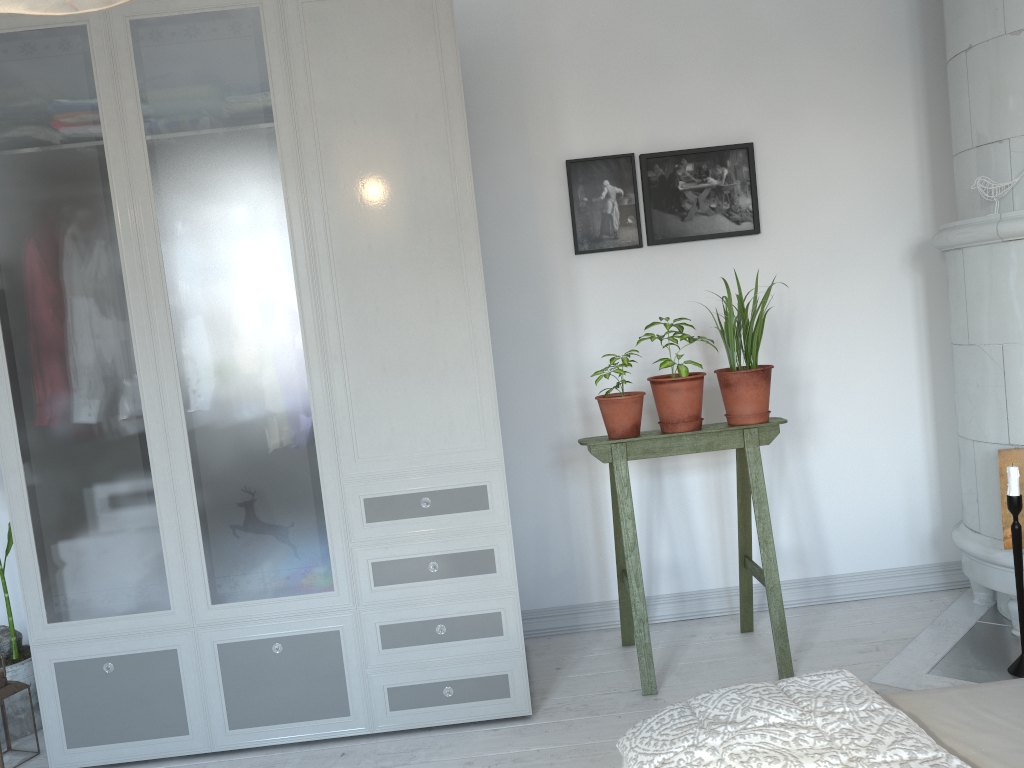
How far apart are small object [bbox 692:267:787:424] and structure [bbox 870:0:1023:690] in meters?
0.7

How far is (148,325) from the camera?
2.52m

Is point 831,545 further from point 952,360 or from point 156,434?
point 156,434

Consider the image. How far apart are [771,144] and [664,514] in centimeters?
143cm

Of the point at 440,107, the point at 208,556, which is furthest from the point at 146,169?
the point at 208,556

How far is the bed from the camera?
1.16m

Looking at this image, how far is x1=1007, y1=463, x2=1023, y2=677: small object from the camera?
2.5m

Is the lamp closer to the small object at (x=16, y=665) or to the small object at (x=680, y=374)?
the small object at (x=680, y=374)

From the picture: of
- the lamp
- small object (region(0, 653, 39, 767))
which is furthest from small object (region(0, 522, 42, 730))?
the lamp

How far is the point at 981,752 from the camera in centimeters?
116cm
